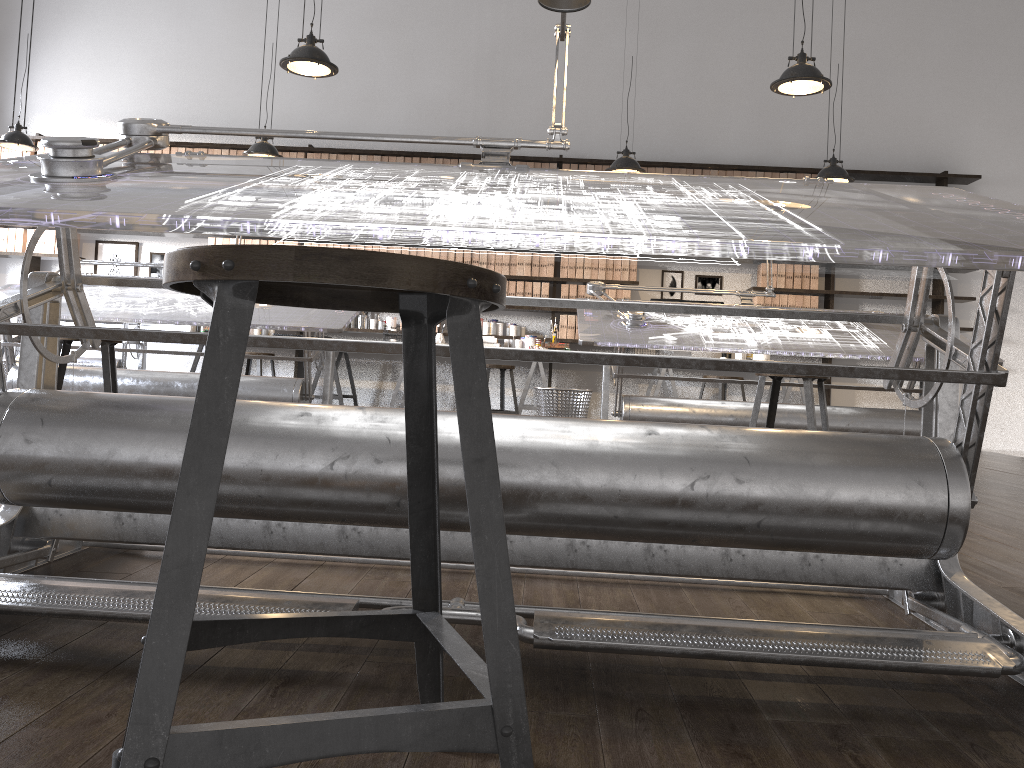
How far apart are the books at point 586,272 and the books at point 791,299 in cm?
183

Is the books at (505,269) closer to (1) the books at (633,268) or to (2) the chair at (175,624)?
(1) the books at (633,268)

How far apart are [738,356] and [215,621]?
7.07m

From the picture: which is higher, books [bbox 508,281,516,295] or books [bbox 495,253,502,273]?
books [bbox 495,253,502,273]

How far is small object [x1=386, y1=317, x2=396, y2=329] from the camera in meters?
8.1

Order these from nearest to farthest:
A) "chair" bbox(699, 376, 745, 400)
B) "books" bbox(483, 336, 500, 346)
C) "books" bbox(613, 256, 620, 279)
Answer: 1. "chair" bbox(699, 376, 745, 400)
2. "books" bbox(483, 336, 500, 346)
3. "books" bbox(613, 256, 620, 279)

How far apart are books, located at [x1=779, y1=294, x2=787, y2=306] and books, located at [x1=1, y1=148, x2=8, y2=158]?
7.2 meters

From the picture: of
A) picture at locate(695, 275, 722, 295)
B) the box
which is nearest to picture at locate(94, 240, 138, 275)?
the box

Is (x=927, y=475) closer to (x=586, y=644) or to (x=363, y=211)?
(x=586, y=644)

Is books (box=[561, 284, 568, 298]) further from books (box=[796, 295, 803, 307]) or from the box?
books (box=[796, 295, 803, 307])
